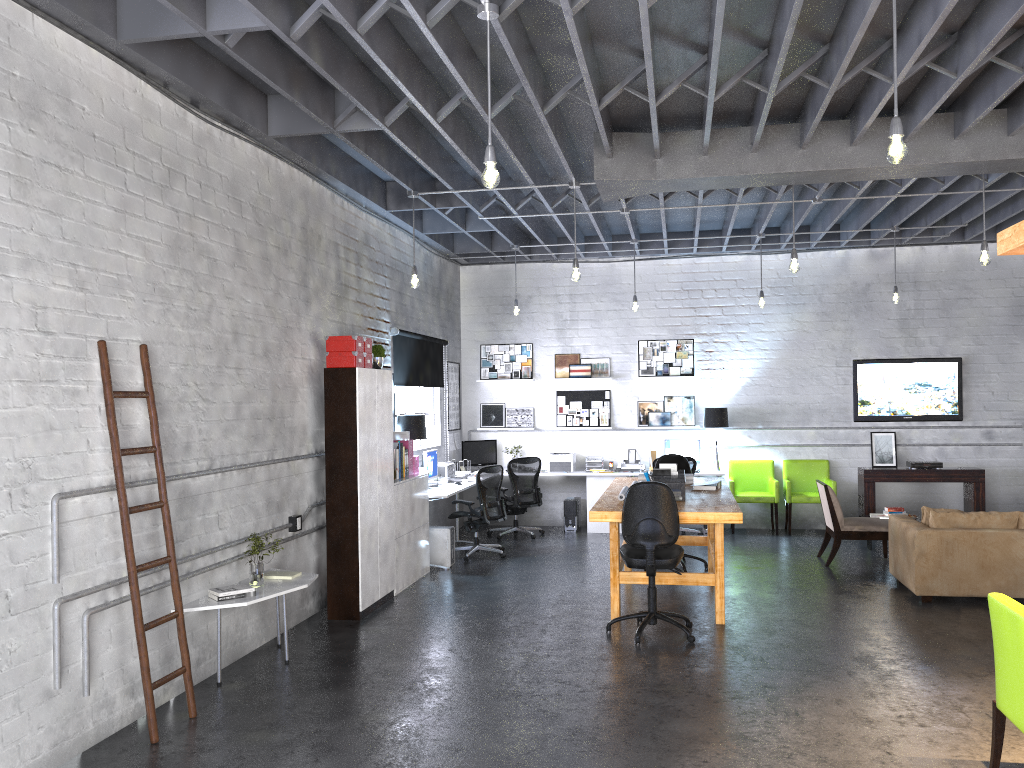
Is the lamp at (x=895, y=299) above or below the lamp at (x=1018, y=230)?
above

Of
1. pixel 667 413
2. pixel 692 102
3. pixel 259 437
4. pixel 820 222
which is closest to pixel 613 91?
pixel 692 102

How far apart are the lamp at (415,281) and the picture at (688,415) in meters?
5.0

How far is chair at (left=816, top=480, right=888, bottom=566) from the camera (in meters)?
9.02

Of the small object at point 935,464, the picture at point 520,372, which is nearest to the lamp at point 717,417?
the small object at point 935,464

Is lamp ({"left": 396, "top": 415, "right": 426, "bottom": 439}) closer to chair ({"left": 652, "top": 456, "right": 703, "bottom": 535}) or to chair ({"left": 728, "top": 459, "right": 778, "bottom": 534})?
chair ({"left": 652, "top": 456, "right": 703, "bottom": 535})

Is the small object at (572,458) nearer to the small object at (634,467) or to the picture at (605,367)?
the small object at (634,467)

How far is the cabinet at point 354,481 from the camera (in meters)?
7.15

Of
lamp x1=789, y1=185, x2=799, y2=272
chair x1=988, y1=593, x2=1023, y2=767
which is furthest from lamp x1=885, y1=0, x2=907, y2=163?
lamp x1=789, y1=185, x2=799, y2=272

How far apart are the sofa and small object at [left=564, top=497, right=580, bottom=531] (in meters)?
4.36
